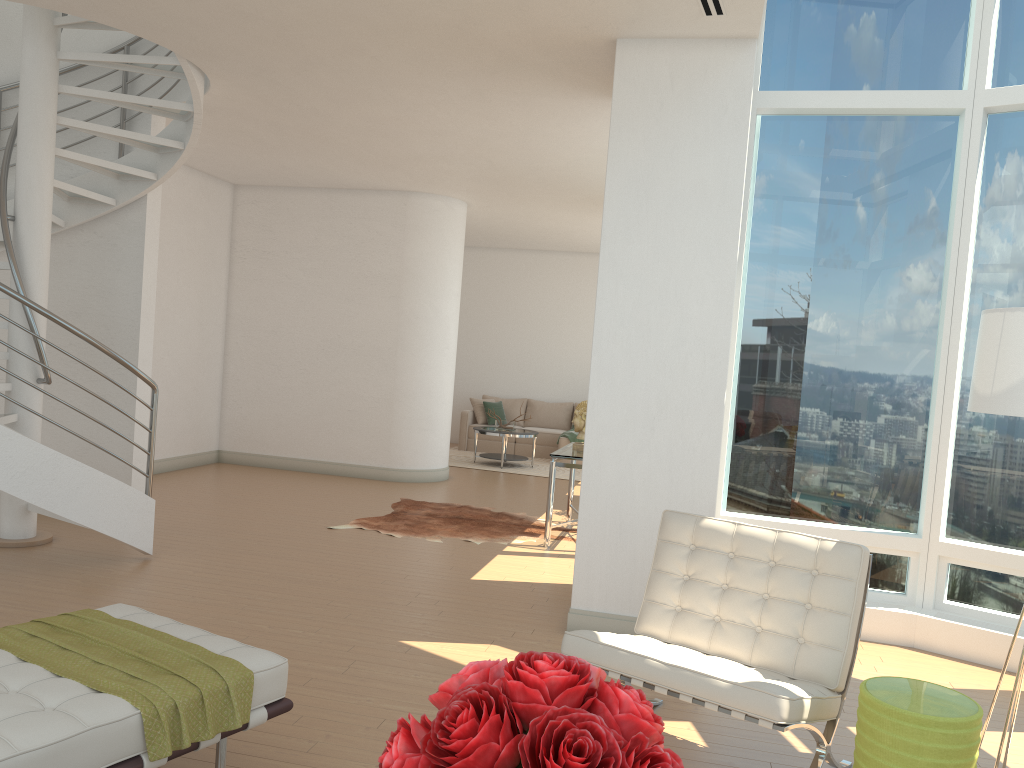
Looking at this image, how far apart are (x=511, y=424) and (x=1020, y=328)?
9.6m

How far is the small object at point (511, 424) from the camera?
12.65m

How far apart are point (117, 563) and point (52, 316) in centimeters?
Result: 169cm

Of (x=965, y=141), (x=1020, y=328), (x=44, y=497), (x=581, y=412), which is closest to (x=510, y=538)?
(x=581, y=412)

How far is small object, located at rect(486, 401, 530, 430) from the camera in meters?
12.7

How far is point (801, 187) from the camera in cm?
581

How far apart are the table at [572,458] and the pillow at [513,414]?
6.1m

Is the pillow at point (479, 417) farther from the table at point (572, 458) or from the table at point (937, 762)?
the table at point (937, 762)

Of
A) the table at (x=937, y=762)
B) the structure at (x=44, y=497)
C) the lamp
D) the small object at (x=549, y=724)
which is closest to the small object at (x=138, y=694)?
the small object at (x=549, y=724)

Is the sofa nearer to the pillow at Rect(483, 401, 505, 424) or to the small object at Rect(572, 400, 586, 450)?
the pillow at Rect(483, 401, 505, 424)
